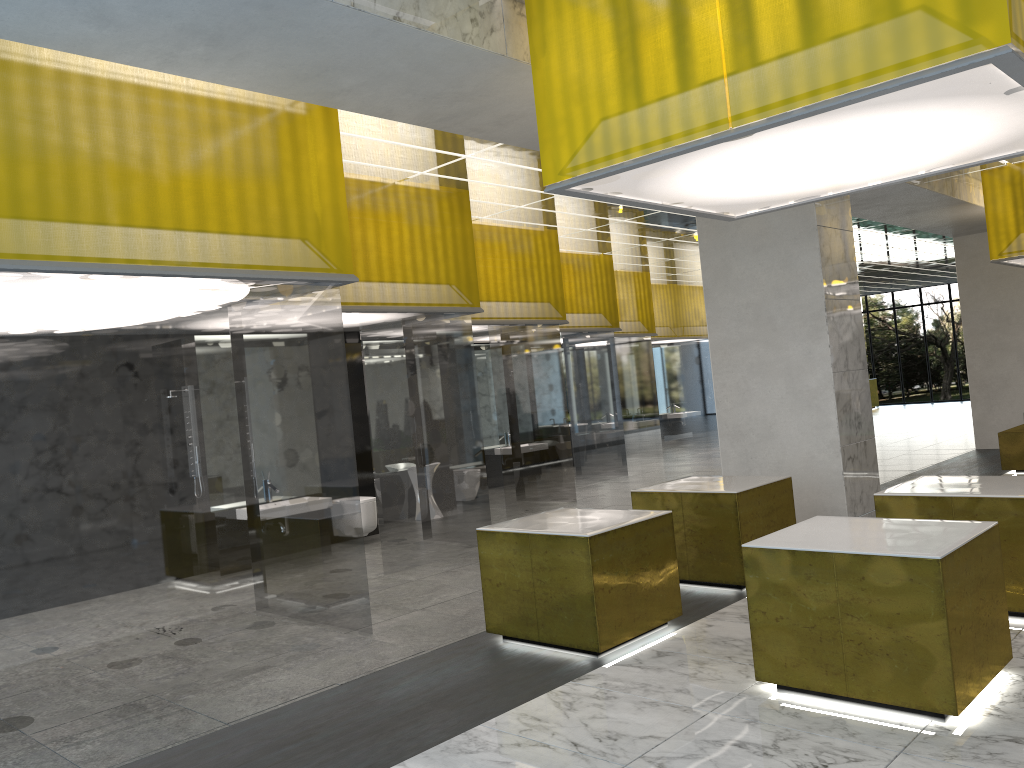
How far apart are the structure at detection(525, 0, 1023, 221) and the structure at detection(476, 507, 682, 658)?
3.1m

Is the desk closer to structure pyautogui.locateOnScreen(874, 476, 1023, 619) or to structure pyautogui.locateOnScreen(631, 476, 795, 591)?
structure pyautogui.locateOnScreen(631, 476, 795, 591)

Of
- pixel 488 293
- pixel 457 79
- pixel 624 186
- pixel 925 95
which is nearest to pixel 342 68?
pixel 457 79

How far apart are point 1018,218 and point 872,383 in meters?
31.2

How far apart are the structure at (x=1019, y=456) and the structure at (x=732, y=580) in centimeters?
1003cm

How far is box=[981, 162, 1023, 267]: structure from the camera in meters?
18.1

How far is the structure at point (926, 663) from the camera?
6.35m

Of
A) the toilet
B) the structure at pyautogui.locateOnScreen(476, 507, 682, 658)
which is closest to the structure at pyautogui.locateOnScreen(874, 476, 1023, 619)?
the structure at pyautogui.locateOnScreen(476, 507, 682, 658)

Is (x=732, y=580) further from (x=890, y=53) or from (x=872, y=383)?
(x=872, y=383)

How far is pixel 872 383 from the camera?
47.7m
